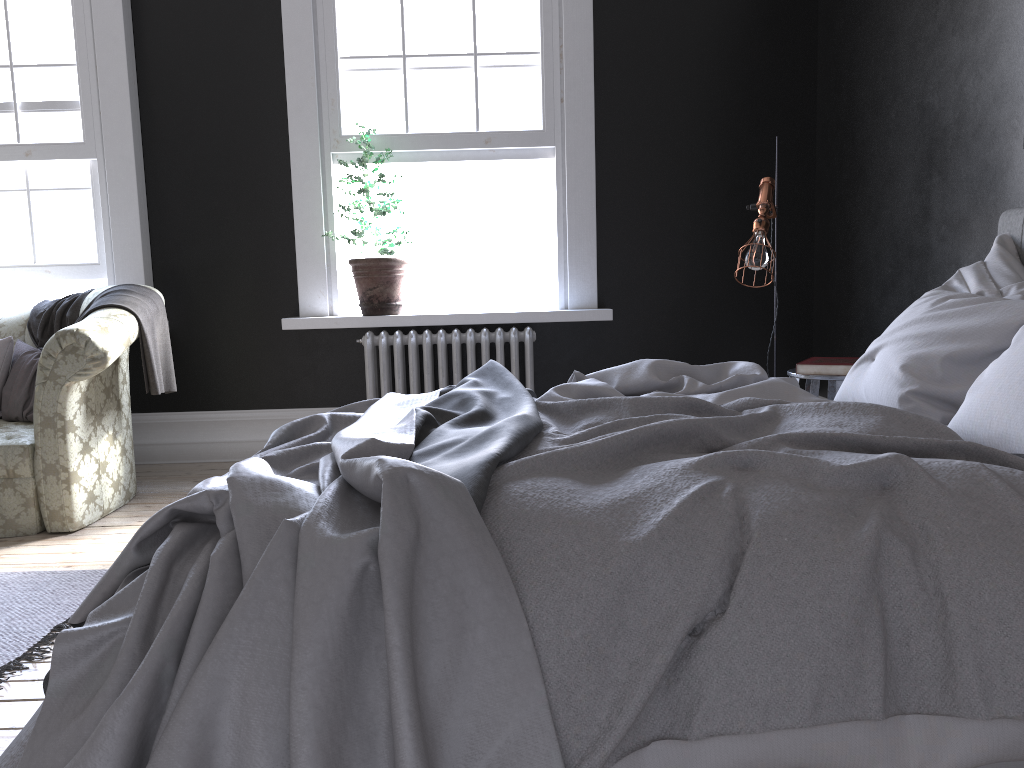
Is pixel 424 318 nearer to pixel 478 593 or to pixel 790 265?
pixel 790 265

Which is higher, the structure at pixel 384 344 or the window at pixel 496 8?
the window at pixel 496 8

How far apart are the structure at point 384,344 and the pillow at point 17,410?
1.7 meters

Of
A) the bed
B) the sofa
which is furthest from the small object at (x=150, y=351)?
the bed

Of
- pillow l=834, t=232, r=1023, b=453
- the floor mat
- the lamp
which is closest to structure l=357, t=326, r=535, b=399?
the lamp

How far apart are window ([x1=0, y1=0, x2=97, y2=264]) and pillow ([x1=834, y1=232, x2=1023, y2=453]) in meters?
4.5 m

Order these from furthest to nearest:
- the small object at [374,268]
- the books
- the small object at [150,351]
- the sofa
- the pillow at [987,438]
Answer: the small object at [374,268]
the small object at [150,351]
the sofa
the books
the pillow at [987,438]

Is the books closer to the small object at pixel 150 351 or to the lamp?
the lamp

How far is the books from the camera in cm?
361

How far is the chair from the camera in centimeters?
361cm
